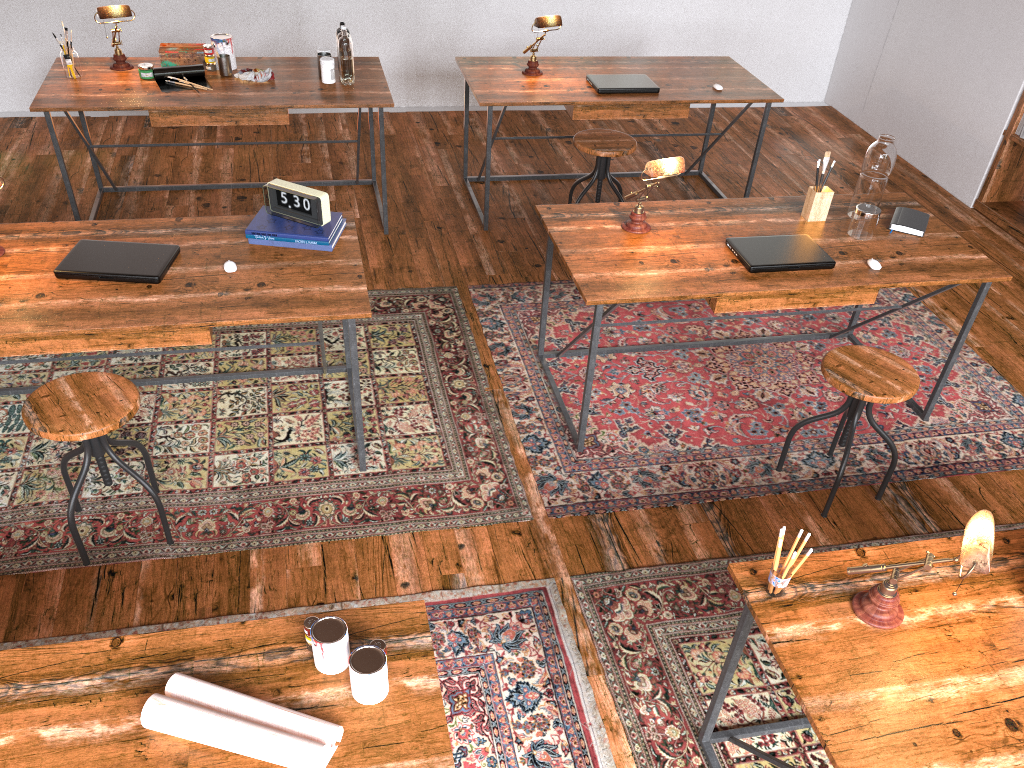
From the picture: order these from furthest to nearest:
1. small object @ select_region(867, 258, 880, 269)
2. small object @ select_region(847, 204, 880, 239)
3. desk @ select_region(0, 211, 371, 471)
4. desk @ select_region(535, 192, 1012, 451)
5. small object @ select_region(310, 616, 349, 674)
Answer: small object @ select_region(847, 204, 880, 239) → small object @ select_region(867, 258, 880, 269) → desk @ select_region(535, 192, 1012, 451) → desk @ select_region(0, 211, 371, 471) → small object @ select_region(310, 616, 349, 674)

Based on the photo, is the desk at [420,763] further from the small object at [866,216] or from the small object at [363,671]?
the small object at [866,216]

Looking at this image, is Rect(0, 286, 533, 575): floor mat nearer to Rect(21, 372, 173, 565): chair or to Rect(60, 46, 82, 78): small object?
Rect(21, 372, 173, 565): chair

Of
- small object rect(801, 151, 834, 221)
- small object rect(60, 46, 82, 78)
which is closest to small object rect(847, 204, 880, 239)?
small object rect(801, 151, 834, 221)

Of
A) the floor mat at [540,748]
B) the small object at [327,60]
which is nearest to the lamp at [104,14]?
the small object at [327,60]

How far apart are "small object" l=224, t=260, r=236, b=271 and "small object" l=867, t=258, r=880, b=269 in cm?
223

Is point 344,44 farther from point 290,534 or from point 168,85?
point 290,534

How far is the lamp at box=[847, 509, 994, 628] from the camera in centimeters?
160cm

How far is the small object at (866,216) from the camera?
3.30m

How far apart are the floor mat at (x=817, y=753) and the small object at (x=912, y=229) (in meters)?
1.33
